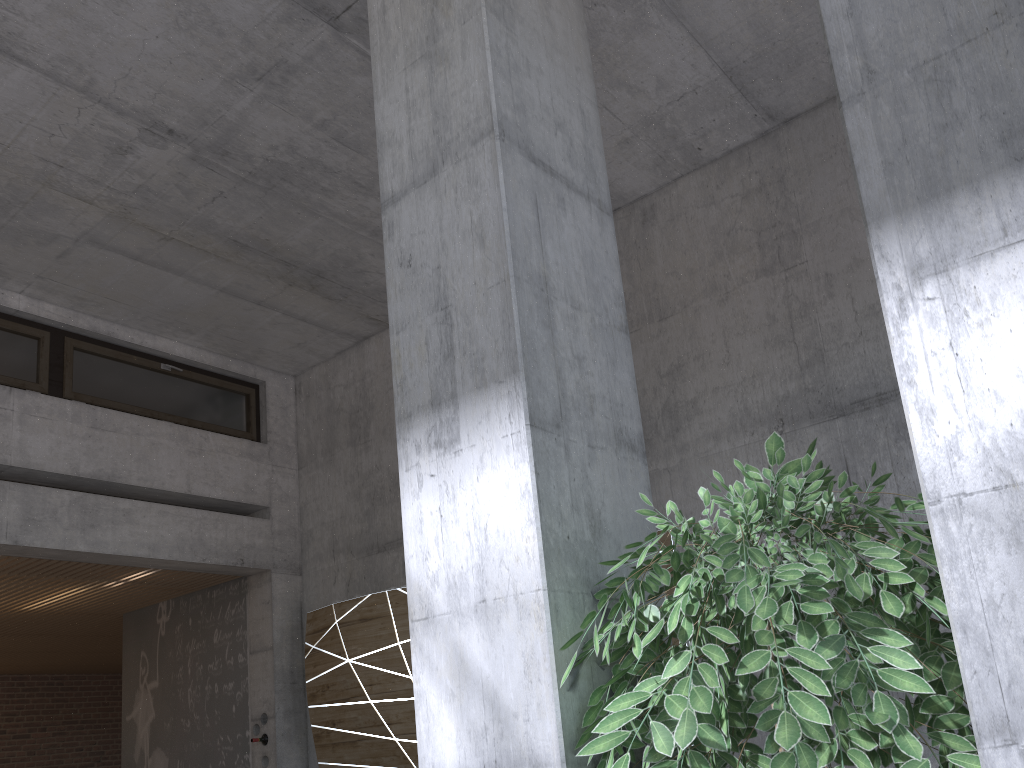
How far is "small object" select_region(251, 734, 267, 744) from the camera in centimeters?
697cm

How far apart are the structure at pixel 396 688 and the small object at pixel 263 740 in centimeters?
44cm

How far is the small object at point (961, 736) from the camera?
1.3 meters

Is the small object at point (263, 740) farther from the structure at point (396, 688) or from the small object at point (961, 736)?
the small object at point (961, 736)

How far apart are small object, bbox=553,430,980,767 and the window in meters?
5.9 m

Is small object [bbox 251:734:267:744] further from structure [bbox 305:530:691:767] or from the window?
the window

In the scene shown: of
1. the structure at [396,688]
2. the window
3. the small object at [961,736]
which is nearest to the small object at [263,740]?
the structure at [396,688]

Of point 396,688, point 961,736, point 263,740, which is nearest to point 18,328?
point 263,740

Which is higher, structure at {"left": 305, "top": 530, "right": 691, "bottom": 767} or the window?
the window

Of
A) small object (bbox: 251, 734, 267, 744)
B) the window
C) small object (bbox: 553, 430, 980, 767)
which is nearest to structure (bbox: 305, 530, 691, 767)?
small object (bbox: 251, 734, 267, 744)
